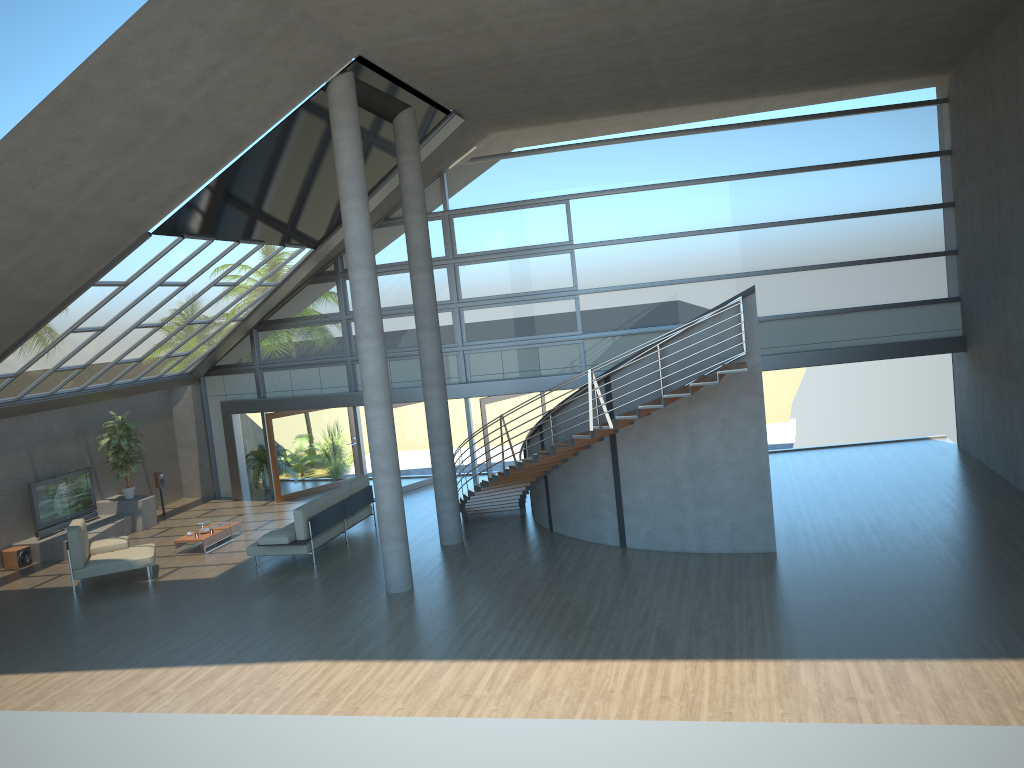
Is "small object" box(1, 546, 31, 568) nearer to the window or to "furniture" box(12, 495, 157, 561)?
A: "furniture" box(12, 495, 157, 561)

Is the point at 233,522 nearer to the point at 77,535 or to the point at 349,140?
the point at 77,535

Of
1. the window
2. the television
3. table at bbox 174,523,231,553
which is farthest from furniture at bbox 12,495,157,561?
the window

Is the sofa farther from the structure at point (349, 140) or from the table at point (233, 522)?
the structure at point (349, 140)

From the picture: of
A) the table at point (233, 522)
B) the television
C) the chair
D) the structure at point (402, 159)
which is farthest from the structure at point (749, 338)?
the television

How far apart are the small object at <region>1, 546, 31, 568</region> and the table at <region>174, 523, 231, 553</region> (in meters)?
2.83

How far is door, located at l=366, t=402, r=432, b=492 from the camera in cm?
1906

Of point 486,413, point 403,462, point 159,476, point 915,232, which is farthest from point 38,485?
point 915,232

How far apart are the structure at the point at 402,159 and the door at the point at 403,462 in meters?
4.9

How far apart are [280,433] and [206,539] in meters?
4.3
